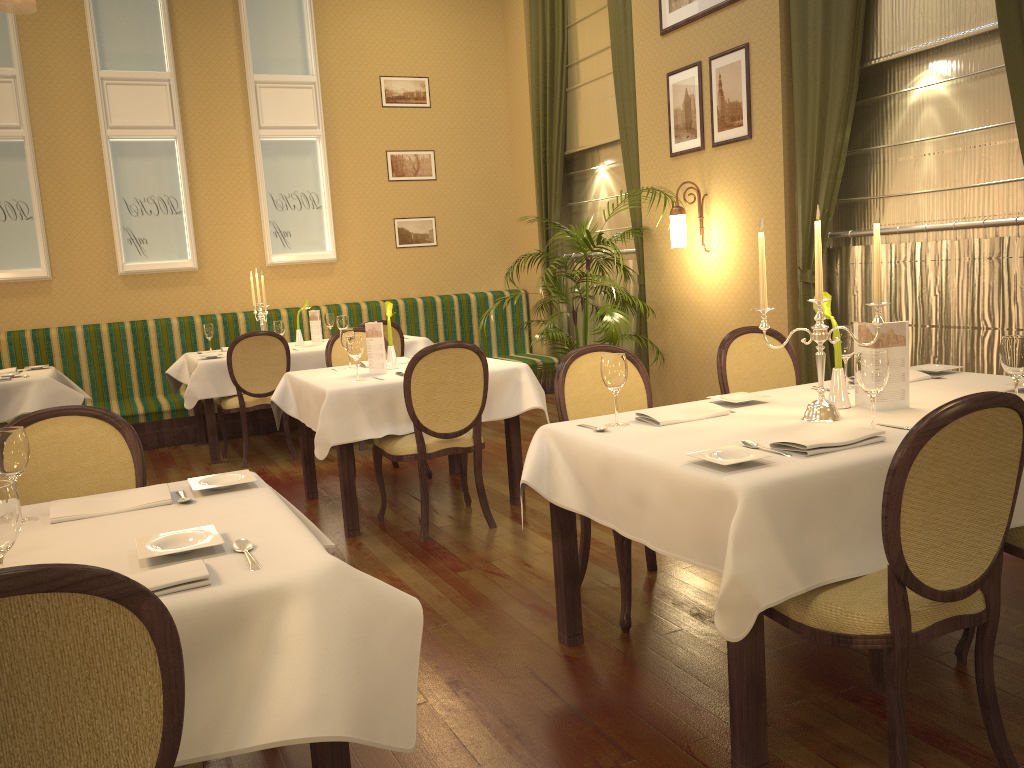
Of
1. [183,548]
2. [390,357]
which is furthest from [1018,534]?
[390,357]

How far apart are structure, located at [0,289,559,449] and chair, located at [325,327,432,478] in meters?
2.2

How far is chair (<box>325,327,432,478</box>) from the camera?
5.65m

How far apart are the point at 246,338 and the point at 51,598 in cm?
516

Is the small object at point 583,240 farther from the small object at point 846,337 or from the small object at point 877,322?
the small object at point 877,322

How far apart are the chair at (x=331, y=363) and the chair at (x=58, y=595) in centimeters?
444cm

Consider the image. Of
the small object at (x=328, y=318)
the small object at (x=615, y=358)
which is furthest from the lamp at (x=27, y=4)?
the small object at (x=615, y=358)

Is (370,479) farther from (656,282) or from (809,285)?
(809,285)

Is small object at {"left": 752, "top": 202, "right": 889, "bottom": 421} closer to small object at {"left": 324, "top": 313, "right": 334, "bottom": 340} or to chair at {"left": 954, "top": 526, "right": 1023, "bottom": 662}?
chair at {"left": 954, "top": 526, "right": 1023, "bottom": 662}

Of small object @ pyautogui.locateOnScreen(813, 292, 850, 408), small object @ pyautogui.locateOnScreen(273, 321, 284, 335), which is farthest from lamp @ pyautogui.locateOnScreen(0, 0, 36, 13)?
small object @ pyautogui.locateOnScreen(813, 292, 850, 408)
